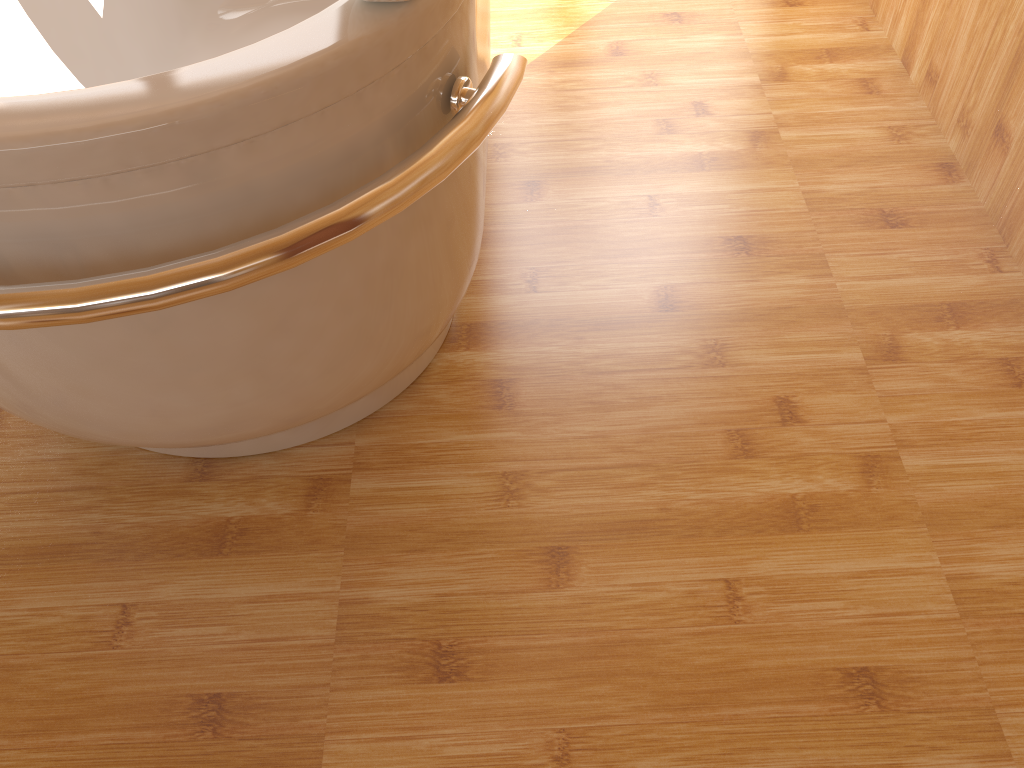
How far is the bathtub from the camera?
0.8 meters

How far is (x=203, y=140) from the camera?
0.79m

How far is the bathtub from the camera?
0.8m

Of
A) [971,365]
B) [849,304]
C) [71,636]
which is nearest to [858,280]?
[849,304]
